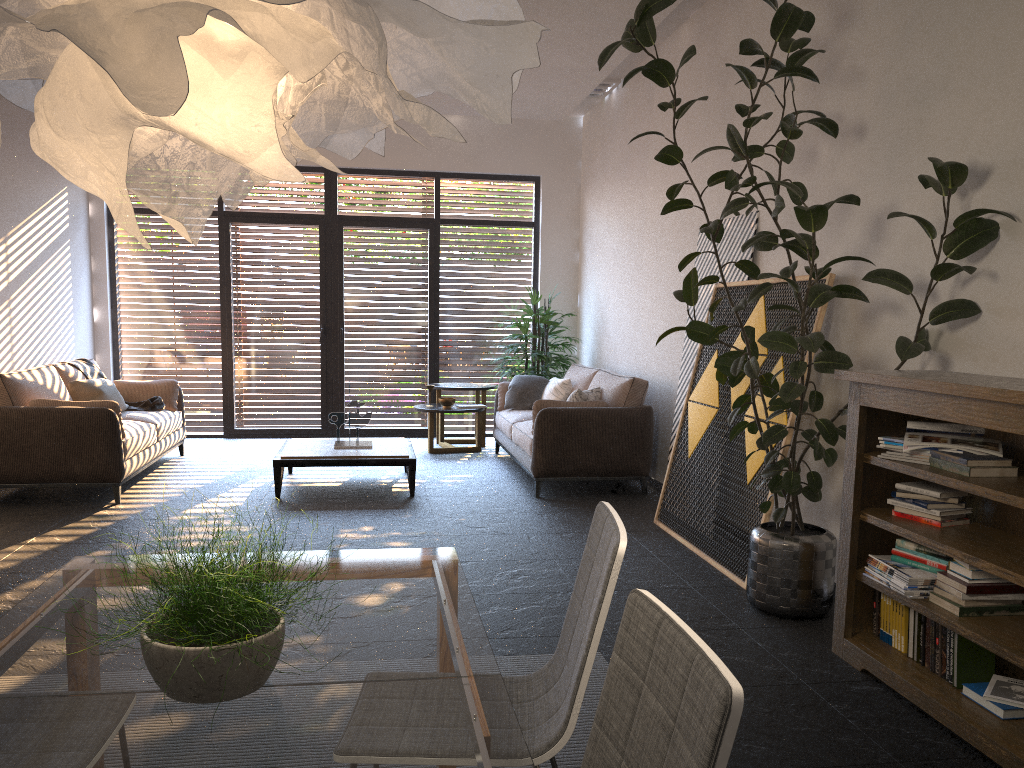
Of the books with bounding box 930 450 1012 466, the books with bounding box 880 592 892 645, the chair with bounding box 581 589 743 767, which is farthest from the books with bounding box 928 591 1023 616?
the chair with bounding box 581 589 743 767

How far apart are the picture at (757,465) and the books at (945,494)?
1.04m

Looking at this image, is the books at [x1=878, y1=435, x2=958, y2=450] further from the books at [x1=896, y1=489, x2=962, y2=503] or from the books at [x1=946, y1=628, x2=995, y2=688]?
the books at [x1=946, y1=628, x2=995, y2=688]

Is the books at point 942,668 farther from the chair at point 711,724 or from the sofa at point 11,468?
the sofa at point 11,468

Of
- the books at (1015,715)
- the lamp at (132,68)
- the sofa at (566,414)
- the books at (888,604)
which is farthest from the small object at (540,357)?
the lamp at (132,68)

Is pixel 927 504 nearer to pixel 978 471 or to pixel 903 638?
pixel 978 471

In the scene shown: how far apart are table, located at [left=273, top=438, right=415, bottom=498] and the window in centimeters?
243cm

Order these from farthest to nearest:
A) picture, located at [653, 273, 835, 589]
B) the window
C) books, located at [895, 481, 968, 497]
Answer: the window
picture, located at [653, 273, 835, 589]
books, located at [895, 481, 968, 497]

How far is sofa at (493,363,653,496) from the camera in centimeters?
664cm

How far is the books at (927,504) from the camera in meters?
3.3
